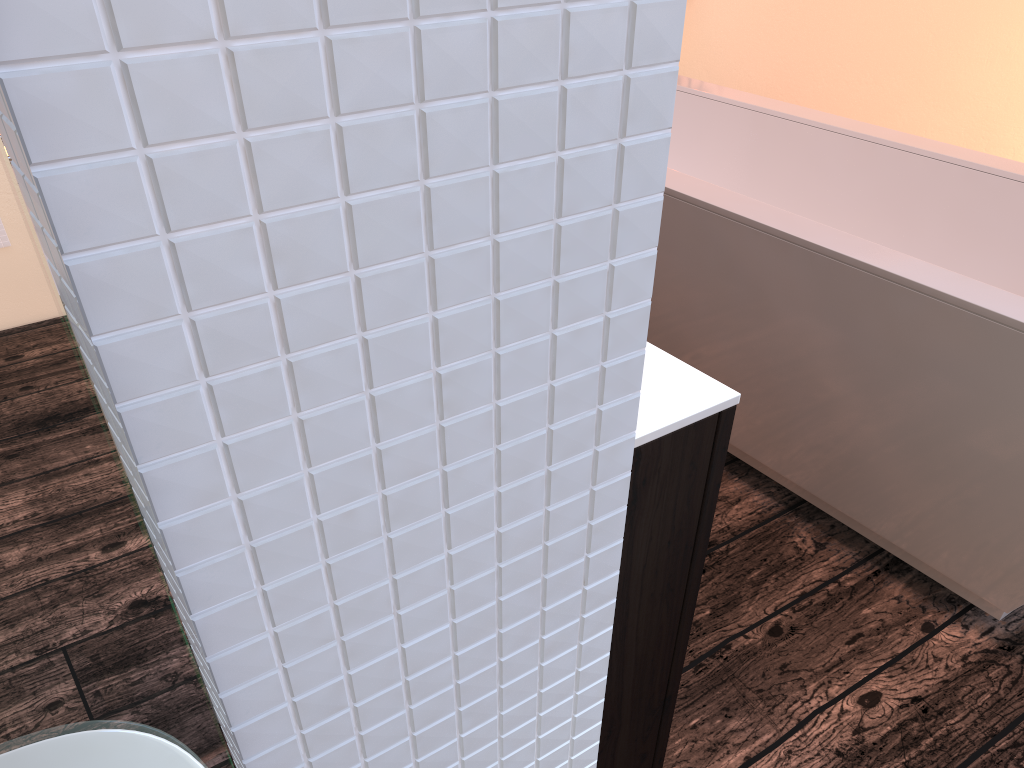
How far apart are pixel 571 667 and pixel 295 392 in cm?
22

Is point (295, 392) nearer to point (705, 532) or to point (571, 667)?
point (571, 667)

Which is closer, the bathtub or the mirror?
the mirror

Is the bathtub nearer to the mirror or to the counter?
the counter

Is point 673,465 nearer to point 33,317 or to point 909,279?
point 33,317

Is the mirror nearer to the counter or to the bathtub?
the counter

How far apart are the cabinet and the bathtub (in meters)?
0.78

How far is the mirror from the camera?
0.2 meters

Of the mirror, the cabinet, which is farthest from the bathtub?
the mirror

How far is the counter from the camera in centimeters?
78cm
